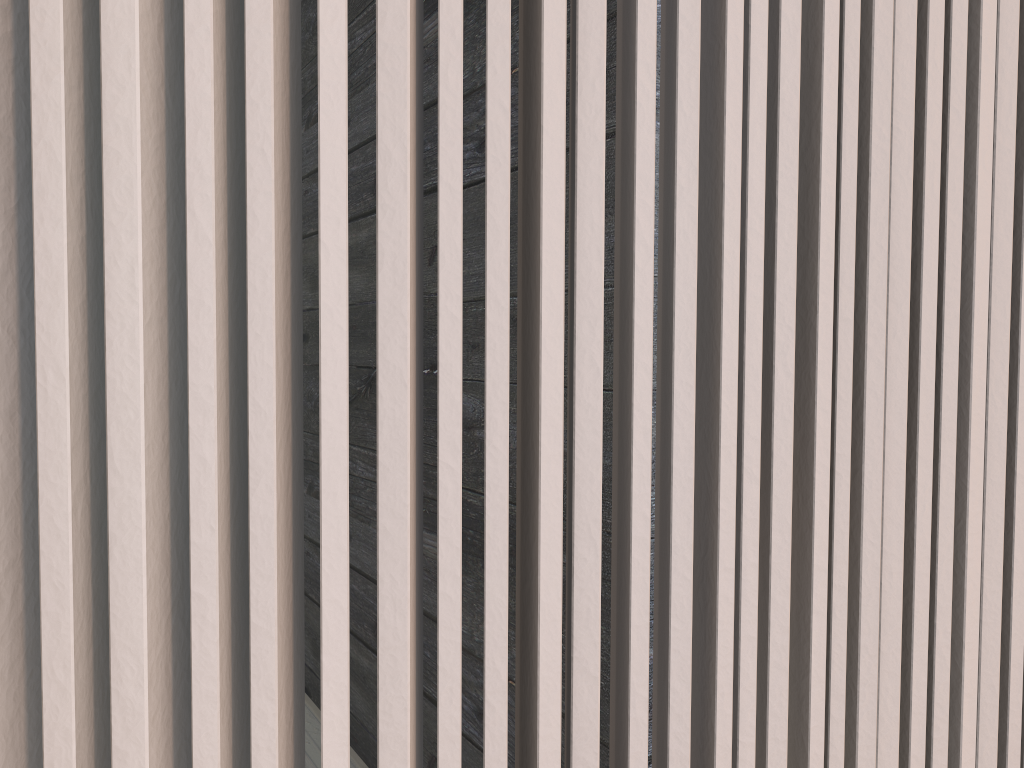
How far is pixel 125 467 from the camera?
0.4m

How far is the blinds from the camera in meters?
0.4

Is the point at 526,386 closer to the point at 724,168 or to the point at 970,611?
the point at 724,168

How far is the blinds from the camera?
0.4 meters
